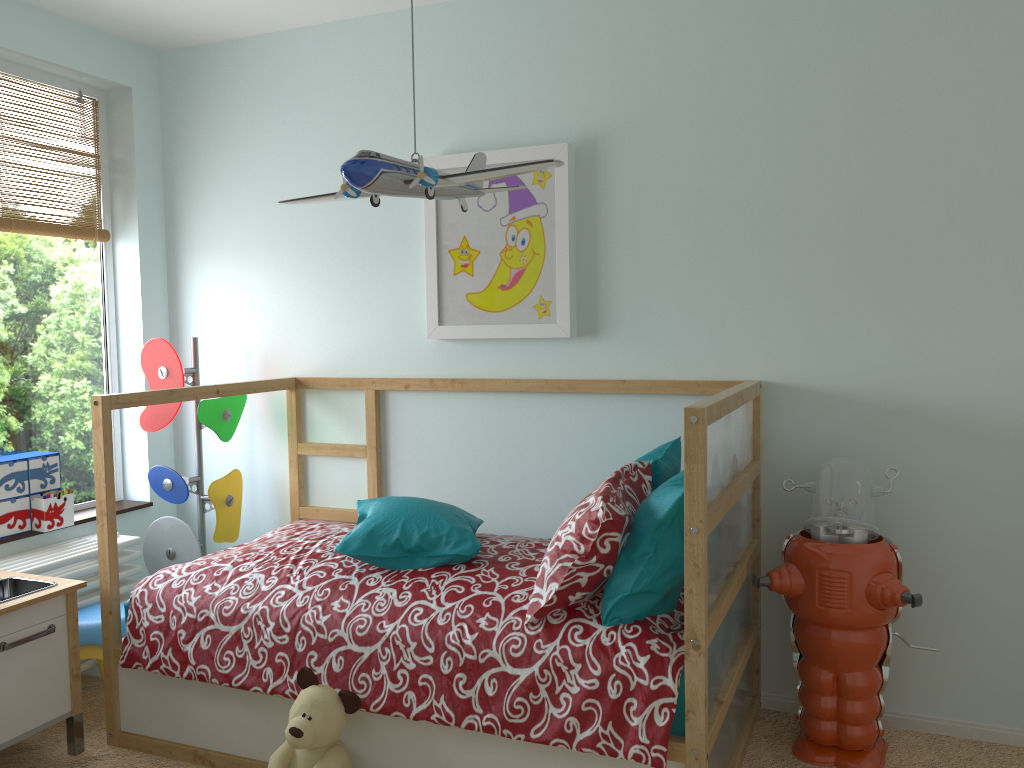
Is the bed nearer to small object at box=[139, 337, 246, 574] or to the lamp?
small object at box=[139, 337, 246, 574]

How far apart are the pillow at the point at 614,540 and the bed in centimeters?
2cm

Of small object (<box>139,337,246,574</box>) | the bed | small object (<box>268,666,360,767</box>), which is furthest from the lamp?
small object (<box>139,337,246,574</box>)

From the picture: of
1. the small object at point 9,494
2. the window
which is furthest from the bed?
the window

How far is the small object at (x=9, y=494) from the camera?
2.8m

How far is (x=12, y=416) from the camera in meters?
3.0

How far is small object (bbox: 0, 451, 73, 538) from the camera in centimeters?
280cm

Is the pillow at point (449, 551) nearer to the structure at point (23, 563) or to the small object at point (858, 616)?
the small object at point (858, 616)

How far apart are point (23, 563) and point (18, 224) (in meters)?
1.11

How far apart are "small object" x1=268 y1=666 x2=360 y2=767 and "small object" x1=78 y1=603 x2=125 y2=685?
0.84m
